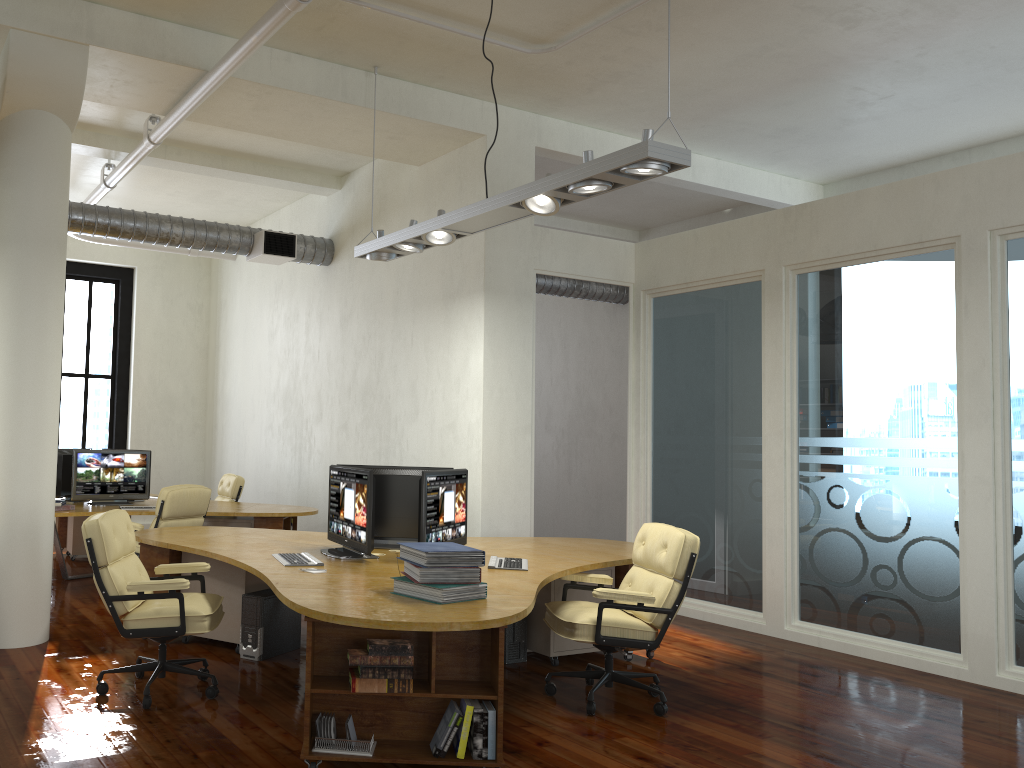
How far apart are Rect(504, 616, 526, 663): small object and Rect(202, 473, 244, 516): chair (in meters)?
4.89

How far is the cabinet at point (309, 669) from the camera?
3.9 meters

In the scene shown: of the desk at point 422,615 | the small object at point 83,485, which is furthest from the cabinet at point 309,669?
the small object at point 83,485

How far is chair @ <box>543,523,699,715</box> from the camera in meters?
4.8

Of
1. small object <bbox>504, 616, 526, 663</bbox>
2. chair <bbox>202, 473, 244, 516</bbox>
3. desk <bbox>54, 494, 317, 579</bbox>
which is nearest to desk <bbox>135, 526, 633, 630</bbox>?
small object <bbox>504, 616, 526, 663</bbox>

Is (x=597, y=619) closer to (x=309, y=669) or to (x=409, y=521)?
(x=409, y=521)

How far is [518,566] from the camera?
5.2 meters

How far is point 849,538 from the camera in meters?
6.6

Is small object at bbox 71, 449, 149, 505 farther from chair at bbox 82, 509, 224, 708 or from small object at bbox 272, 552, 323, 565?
small object at bbox 272, 552, 323, 565

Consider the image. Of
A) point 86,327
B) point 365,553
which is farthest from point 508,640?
point 86,327
